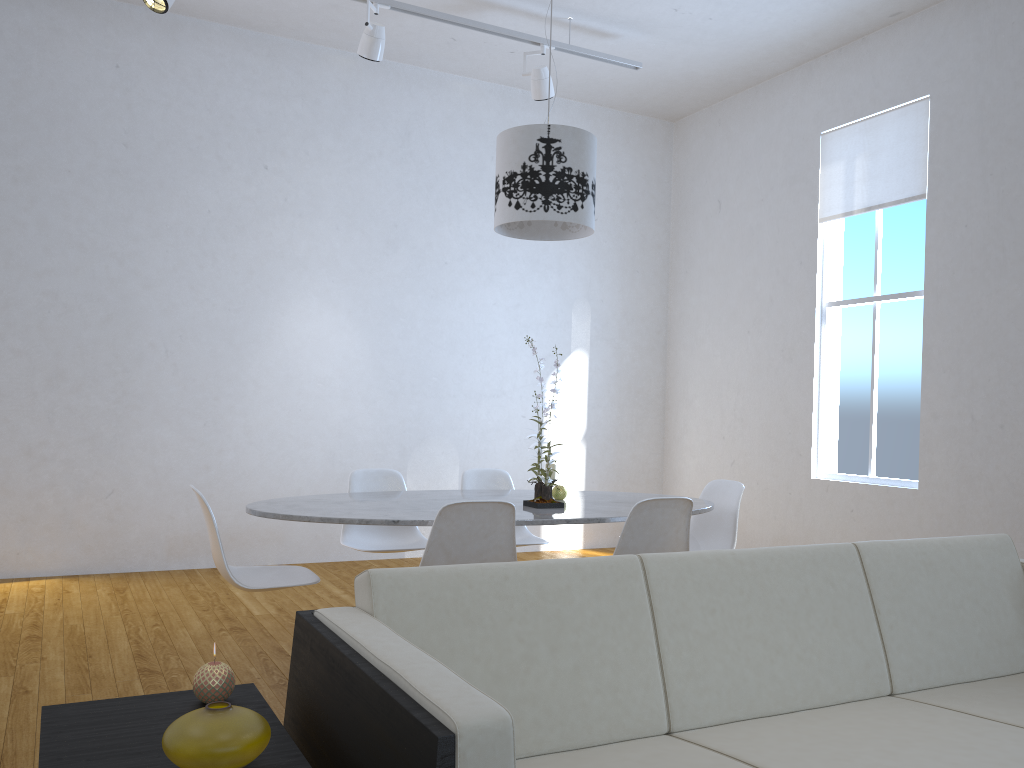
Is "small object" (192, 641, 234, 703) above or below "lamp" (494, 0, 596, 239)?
below

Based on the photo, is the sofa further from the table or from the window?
Answer: the window

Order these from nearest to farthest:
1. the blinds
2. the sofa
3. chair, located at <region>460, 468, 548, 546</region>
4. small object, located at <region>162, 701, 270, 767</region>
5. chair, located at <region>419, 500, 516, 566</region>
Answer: small object, located at <region>162, 701, 270, 767</region>, the sofa, chair, located at <region>419, 500, 516, 566</region>, chair, located at <region>460, 468, 548, 546</region>, the blinds

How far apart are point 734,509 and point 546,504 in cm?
100

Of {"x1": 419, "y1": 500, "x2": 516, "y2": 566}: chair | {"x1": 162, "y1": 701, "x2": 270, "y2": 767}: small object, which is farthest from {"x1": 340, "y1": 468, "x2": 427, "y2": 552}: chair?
{"x1": 162, "y1": 701, "x2": 270, "y2": 767}: small object

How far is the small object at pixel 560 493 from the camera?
3.6m

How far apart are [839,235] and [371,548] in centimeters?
357cm

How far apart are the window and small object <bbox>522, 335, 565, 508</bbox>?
2.56m

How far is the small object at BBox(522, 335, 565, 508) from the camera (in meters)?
3.24

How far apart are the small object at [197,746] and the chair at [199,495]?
1.6m
